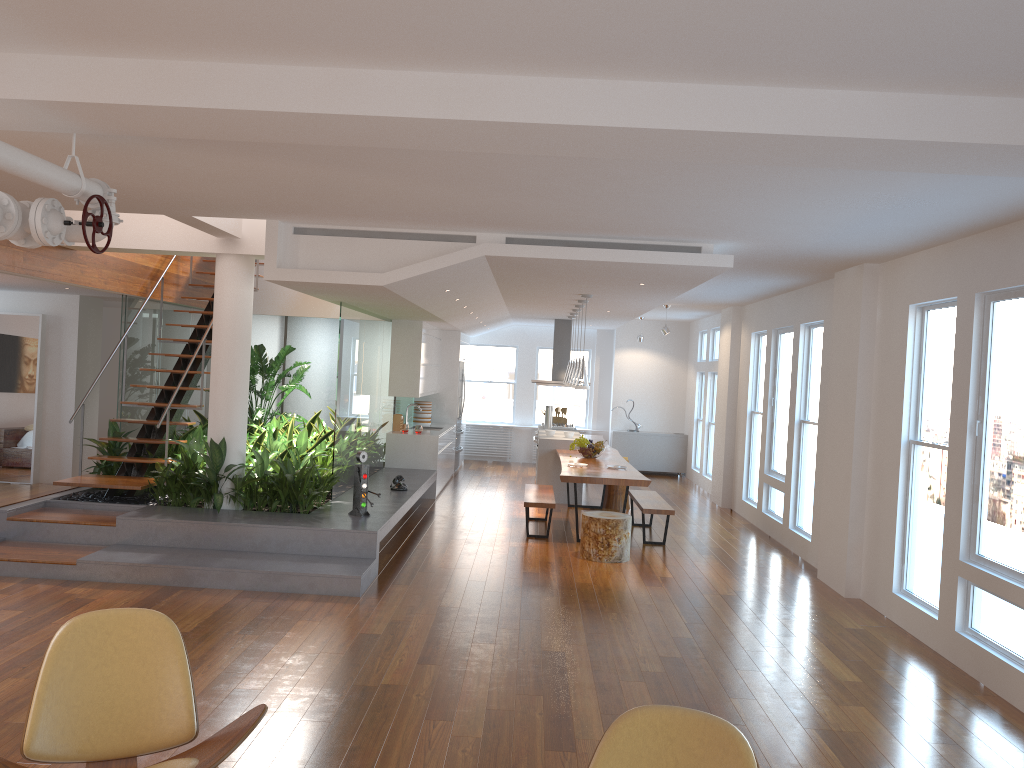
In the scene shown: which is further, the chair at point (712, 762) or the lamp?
the lamp

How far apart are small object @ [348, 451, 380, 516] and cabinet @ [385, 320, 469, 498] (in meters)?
3.63

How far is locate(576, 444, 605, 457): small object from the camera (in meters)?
10.40

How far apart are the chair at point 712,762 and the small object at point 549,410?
10.78m

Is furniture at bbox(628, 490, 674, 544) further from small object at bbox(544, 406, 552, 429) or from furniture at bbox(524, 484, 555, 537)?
small object at bbox(544, 406, 552, 429)

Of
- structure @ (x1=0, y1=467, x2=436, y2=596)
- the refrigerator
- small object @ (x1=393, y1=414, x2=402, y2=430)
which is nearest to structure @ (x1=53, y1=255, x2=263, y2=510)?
structure @ (x1=0, y1=467, x2=436, y2=596)

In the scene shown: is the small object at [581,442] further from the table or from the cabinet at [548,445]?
the cabinet at [548,445]

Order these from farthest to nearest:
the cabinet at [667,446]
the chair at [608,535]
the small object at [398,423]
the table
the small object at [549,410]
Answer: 1. the cabinet at [667,446]
2. the small object at [549,410]
3. the small object at [398,423]
4. the table
5. the chair at [608,535]

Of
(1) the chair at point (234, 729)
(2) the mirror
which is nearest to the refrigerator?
(2) the mirror

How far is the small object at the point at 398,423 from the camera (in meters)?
11.78
